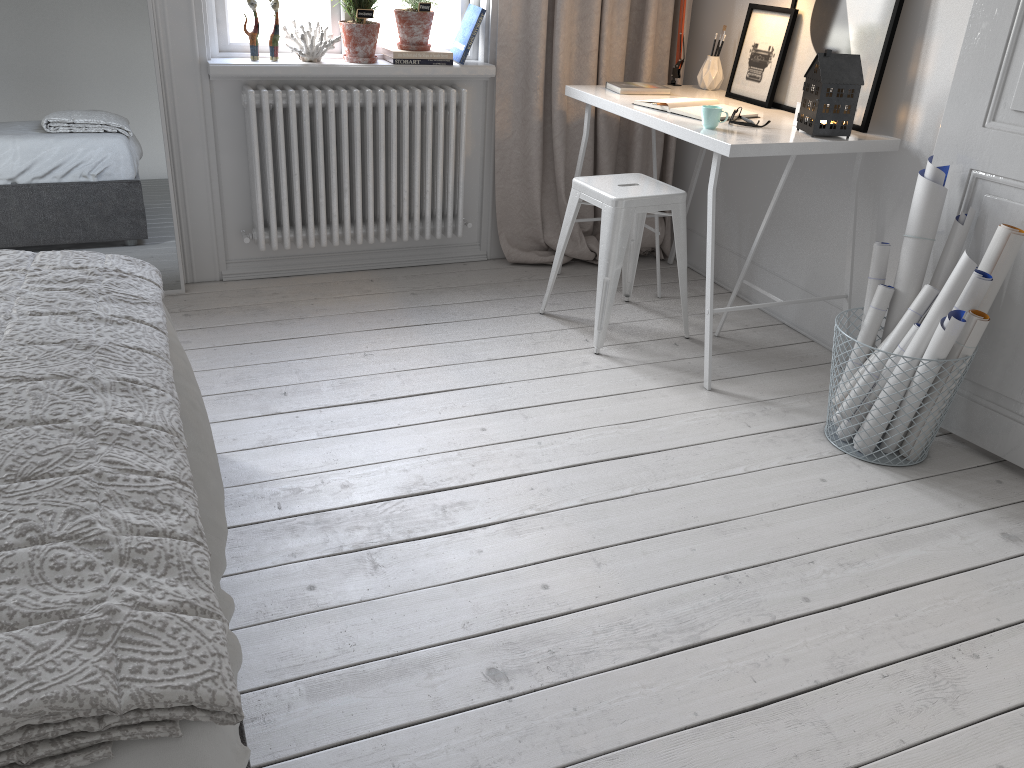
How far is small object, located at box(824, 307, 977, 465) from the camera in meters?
2.5

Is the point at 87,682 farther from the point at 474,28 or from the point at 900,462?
the point at 474,28

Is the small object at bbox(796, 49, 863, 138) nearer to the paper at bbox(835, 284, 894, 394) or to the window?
the paper at bbox(835, 284, 894, 394)

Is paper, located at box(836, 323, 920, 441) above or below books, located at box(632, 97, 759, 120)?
below

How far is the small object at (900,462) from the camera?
2.5m

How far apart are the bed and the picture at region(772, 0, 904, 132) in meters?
2.2 m

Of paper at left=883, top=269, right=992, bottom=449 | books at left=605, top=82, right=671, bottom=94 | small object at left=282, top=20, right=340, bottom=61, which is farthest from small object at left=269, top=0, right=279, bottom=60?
paper at left=883, top=269, right=992, bottom=449

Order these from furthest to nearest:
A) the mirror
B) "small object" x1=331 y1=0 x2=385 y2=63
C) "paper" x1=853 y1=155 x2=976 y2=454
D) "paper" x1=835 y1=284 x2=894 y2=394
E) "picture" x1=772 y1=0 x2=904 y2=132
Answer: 1. "small object" x1=331 y1=0 x2=385 y2=63
2. the mirror
3. "picture" x1=772 y1=0 x2=904 y2=132
4. "paper" x1=835 y1=284 x2=894 y2=394
5. "paper" x1=853 y1=155 x2=976 y2=454

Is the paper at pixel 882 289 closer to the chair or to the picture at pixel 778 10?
the chair

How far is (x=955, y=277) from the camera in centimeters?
226cm
